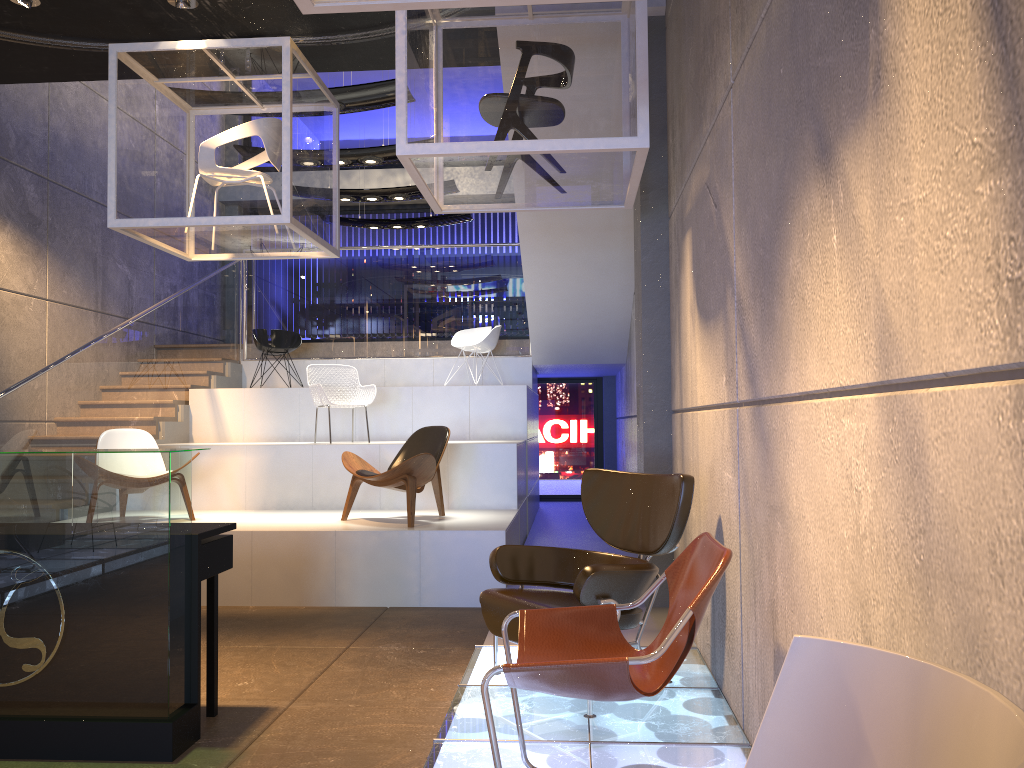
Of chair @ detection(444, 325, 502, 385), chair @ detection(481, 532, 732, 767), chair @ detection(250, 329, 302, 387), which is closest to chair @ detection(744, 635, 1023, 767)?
chair @ detection(481, 532, 732, 767)

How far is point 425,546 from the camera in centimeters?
635cm

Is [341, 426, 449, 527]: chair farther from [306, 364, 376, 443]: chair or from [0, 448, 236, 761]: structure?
[0, 448, 236, 761]: structure

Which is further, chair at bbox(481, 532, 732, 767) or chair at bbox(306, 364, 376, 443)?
chair at bbox(306, 364, 376, 443)

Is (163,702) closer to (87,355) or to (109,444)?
(109,444)

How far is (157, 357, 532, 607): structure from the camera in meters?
6.4 m

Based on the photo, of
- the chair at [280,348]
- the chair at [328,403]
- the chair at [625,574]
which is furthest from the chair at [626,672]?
the chair at [280,348]

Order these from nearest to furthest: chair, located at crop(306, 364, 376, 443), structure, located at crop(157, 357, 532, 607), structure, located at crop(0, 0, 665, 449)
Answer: structure, located at crop(157, 357, 532, 607) → structure, located at crop(0, 0, 665, 449) → chair, located at crop(306, 364, 376, 443)

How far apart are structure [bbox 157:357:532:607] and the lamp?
3.74m

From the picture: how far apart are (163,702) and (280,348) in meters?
7.2
